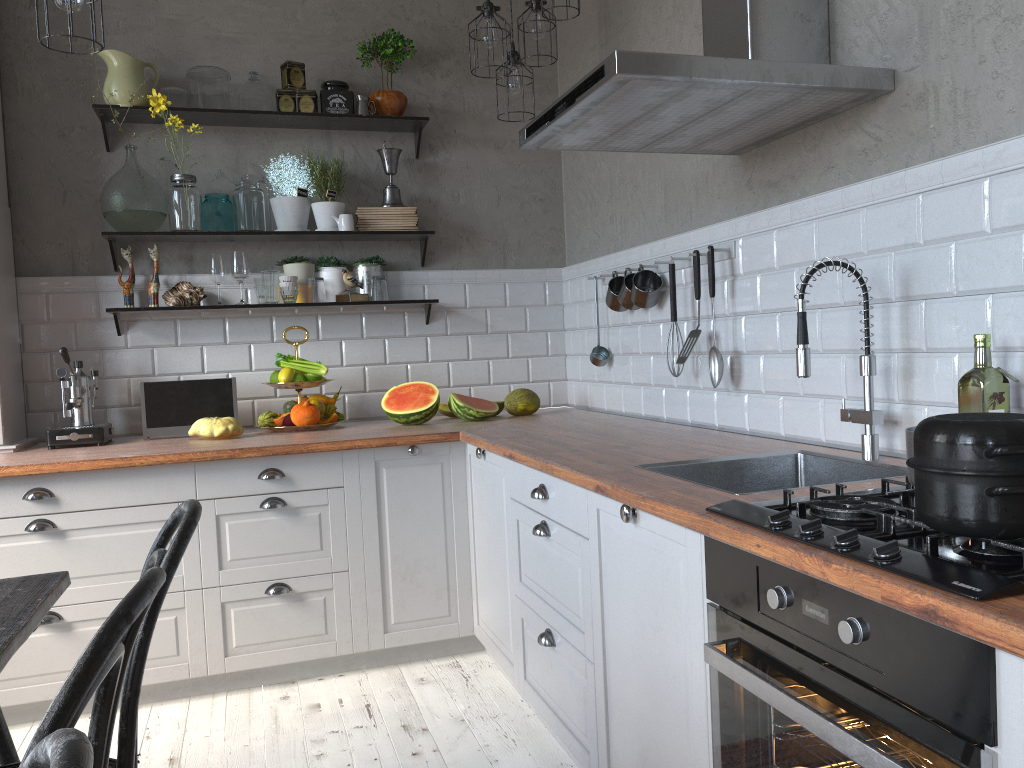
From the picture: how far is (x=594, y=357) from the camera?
3.7 meters

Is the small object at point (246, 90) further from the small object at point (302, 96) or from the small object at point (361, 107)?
the small object at point (361, 107)

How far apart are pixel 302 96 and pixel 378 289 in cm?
87

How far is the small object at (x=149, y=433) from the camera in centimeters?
348cm

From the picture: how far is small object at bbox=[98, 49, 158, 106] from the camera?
3.5 meters

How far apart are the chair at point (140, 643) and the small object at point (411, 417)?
1.9 meters

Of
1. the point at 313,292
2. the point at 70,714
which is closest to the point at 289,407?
the point at 313,292

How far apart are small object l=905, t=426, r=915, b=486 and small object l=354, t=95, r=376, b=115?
2.89m

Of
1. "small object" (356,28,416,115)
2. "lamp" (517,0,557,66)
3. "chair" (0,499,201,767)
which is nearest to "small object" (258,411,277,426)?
"small object" (356,28,416,115)

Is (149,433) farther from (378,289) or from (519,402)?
(519,402)
